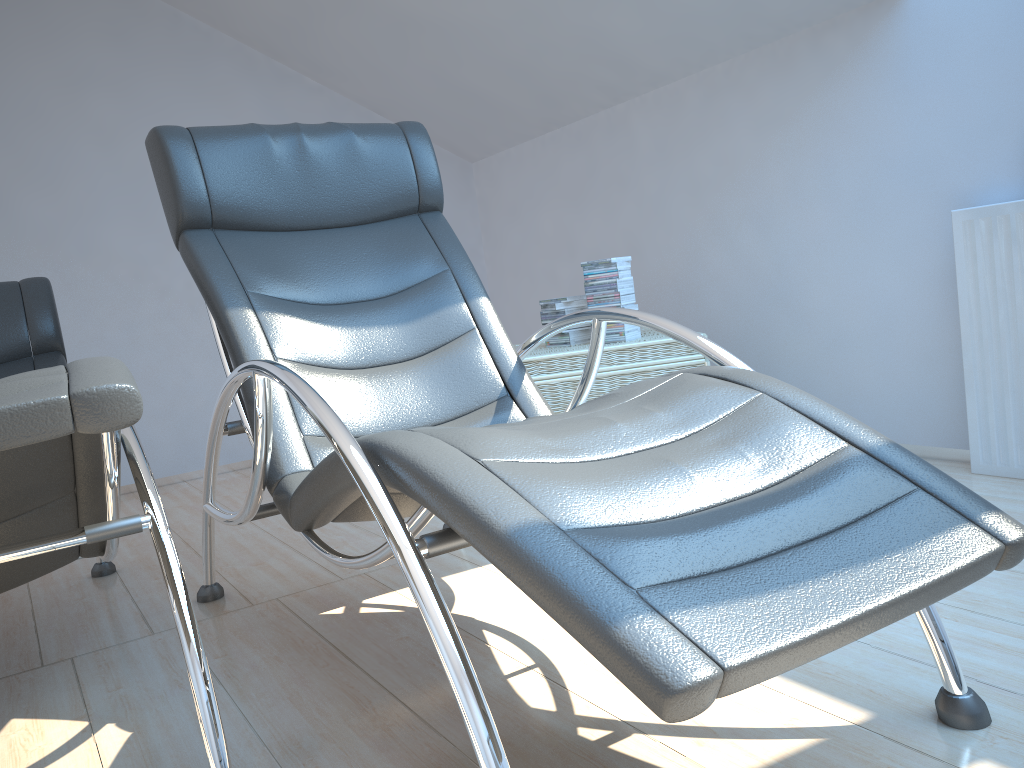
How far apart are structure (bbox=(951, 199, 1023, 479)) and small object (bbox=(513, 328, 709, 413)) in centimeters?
77cm

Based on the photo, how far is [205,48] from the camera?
4.5m

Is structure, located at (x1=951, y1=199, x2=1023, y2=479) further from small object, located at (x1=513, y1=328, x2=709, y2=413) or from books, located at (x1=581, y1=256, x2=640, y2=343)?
books, located at (x1=581, y1=256, x2=640, y2=343)

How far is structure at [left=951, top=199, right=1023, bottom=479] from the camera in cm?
251

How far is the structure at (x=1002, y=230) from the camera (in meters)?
2.51

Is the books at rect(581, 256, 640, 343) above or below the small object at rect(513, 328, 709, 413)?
above

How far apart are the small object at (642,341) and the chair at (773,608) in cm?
64

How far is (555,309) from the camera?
3.21m

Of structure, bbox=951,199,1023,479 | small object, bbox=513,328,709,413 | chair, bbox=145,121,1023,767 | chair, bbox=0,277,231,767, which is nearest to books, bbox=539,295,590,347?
small object, bbox=513,328,709,413

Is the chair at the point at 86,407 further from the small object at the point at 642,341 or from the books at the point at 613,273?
the books at the point at 613,273
